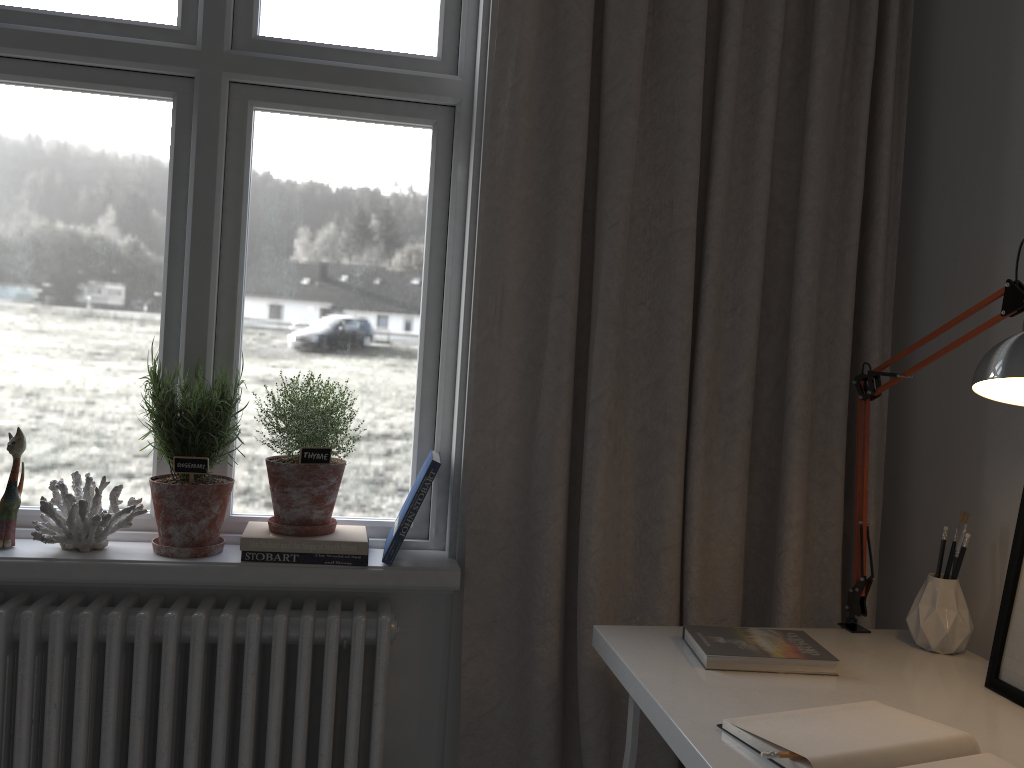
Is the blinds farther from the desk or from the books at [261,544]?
the books at [261,544]

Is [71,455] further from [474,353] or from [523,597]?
[523,597]

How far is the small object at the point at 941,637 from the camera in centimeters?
149cm

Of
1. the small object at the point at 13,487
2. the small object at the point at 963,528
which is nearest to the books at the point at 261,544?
the small object at the point at 13,487

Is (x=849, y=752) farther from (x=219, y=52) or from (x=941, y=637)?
(x=219, y=52)

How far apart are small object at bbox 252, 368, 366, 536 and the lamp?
1.0m

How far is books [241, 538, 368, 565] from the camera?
1.7m

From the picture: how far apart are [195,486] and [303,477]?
0.2m

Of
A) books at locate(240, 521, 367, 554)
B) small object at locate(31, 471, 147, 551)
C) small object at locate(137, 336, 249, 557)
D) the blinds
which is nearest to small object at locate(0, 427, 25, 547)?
small object at locate(31, 471, 147, 551)

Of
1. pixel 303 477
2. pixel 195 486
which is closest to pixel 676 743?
pixel 303 477
